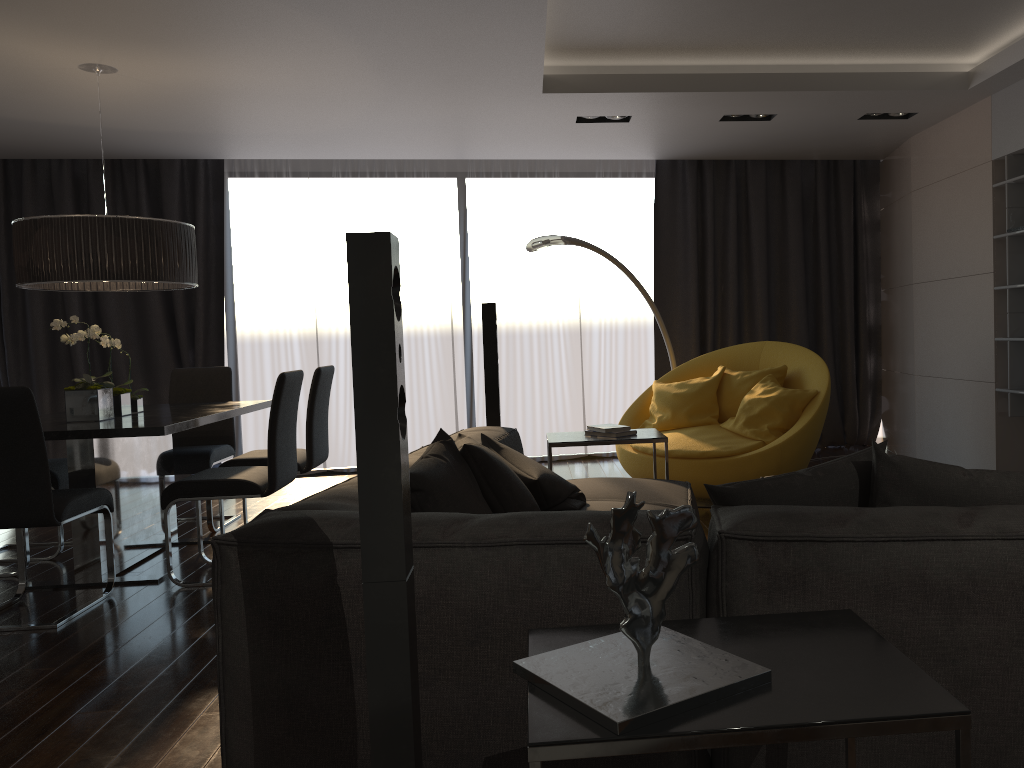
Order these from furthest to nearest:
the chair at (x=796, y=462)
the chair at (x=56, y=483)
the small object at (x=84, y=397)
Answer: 1. the chair at (x=796, y=462)
2. the chair at (x=56, y=483)
3. the small object at (x=84, y=397)

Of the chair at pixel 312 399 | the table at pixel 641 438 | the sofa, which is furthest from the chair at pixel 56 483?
the table at pixel 641 438

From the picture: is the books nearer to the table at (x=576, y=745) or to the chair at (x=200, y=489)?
the chair at (x=200, y=489)

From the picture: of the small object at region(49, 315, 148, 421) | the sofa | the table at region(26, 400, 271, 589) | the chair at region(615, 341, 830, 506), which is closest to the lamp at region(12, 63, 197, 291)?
the small object at region(49, 315, 148, 421)

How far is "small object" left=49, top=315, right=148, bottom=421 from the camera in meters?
4.3 m

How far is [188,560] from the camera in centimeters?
471cm

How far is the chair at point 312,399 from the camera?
4.9m

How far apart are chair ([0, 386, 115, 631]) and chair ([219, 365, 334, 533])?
0.8 meters

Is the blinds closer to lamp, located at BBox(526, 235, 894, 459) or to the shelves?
lamp, located at BBox(526, 235, 894, 459)

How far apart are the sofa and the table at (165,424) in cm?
134
